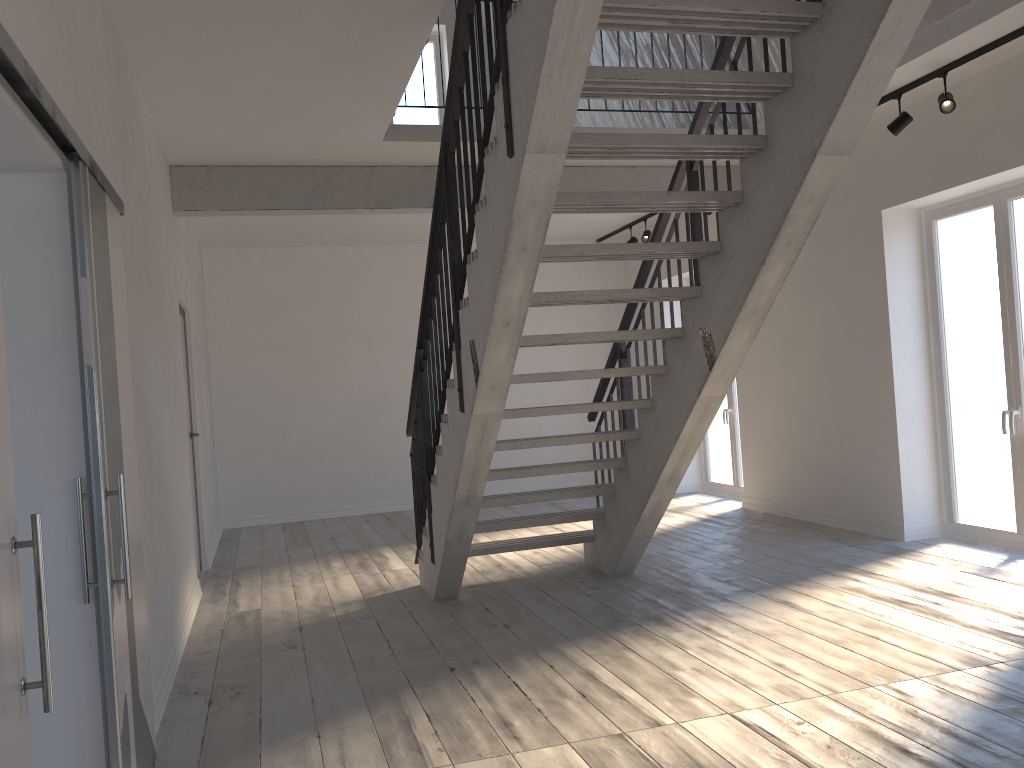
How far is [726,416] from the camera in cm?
907

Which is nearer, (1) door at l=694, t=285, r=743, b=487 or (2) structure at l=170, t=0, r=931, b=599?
(2) structure at l=170, t=0, r=931, b=599

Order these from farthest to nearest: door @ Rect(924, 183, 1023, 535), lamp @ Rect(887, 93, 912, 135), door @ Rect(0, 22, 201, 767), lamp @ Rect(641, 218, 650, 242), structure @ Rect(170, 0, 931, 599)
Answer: lamp @ Rect(641, 218, 650, 242) < door @ Rect(924, 183, 1023, 535) < lamp @ Rect(887, 93, 912, 135) < structure @ Rect(170, 0, 931, 599) < door @ Rect(0, 22, 201, 767)

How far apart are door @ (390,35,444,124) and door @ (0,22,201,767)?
4.9m

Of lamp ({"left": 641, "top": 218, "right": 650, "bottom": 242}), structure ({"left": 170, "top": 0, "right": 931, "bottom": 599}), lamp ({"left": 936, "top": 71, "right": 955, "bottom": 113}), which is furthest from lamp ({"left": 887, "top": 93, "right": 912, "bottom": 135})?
lamp ({"left": 641, "top": 218, "right": 650, "bottom": 242})

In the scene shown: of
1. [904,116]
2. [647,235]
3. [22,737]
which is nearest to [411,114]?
[647,235]

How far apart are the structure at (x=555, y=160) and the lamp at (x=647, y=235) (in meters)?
1.93

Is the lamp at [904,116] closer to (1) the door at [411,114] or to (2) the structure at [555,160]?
(2) the structure at [555,160]

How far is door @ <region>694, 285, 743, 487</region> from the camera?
9.1m

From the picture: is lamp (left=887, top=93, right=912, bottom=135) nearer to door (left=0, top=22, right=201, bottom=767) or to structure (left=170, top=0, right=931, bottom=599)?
structure (left=170, top=0, right=931, bottom=599)
